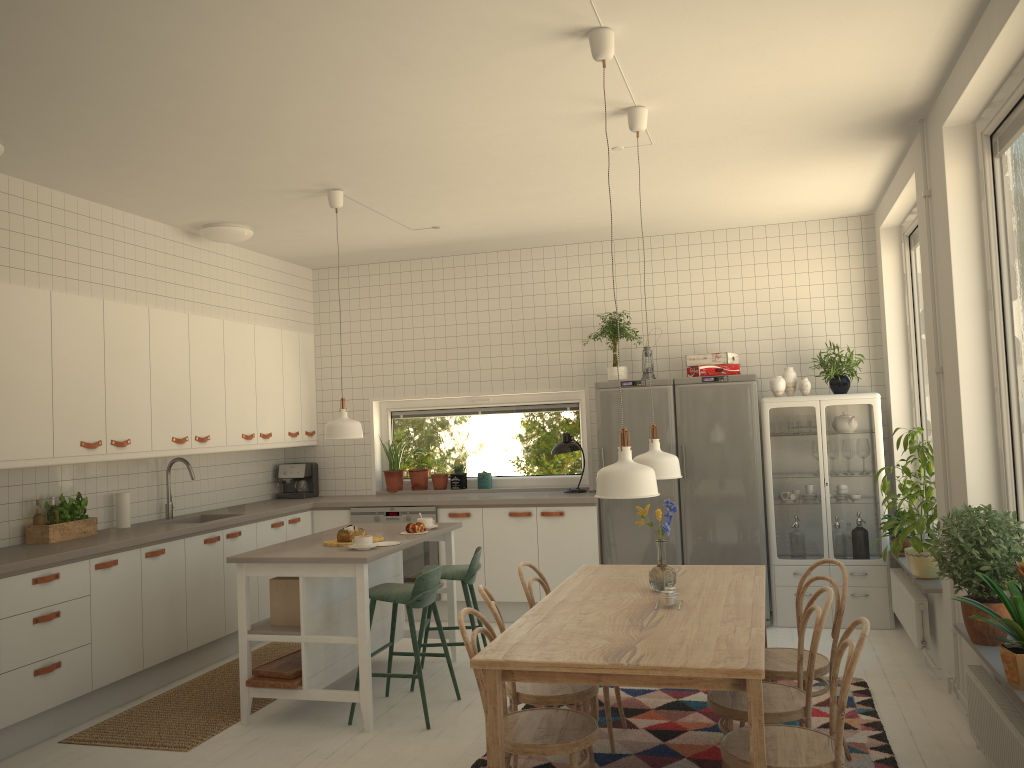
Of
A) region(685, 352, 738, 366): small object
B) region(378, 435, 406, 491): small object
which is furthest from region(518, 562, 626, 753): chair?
region(378, 435, 406, 491): small object

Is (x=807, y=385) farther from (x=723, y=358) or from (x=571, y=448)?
(x=571, y=448)

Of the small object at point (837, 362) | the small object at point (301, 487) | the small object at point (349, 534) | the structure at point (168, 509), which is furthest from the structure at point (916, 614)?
the structure at point (168, 509)

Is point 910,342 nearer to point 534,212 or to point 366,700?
point 534,212

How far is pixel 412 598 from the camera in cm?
449

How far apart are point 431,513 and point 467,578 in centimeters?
169cm

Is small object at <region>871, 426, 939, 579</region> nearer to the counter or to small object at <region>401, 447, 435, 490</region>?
the counter

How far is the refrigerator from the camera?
6.17m

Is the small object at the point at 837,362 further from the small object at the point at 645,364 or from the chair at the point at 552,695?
the chair at the point at 552,695

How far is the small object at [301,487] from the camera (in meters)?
7.42
